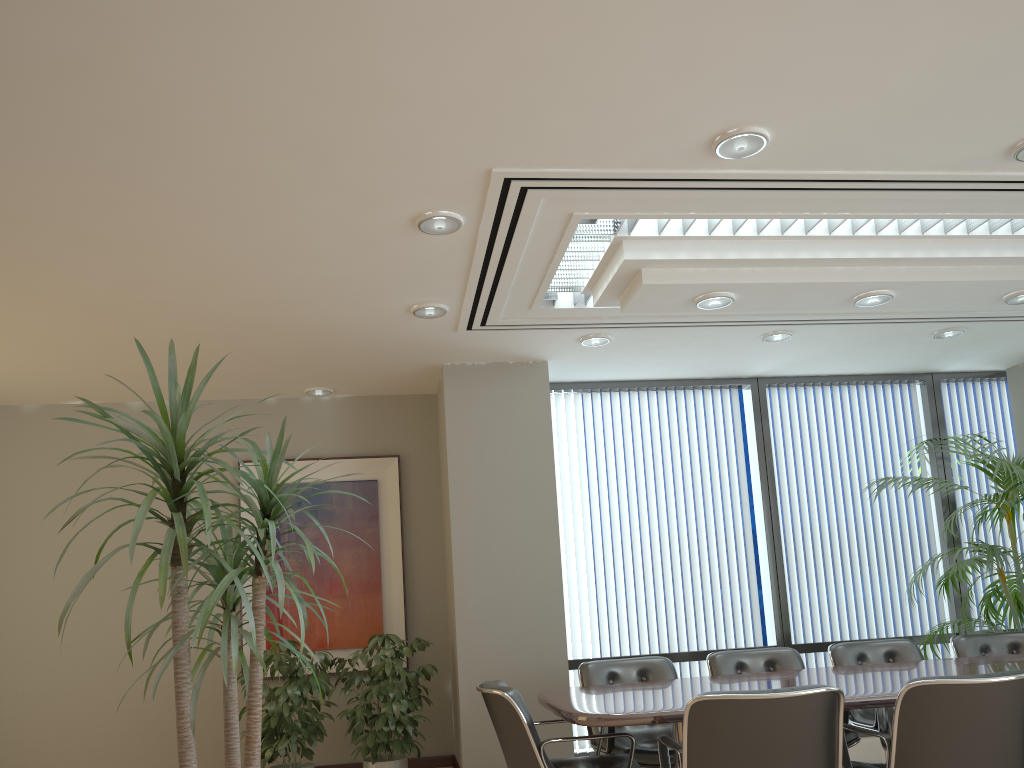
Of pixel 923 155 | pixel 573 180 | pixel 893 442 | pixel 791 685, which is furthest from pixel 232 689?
pixel 893 442

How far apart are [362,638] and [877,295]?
4.5m

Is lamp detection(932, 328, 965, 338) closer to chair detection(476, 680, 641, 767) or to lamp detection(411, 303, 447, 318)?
lamp detection(411, 303, 447, 318)

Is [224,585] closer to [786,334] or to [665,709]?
[665,709]

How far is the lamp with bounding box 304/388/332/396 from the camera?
7.1m

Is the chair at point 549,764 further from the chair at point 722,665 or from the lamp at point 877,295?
the lamp at point 877,295

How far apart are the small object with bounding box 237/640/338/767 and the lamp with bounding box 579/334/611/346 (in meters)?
2.80

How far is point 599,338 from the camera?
6.13m

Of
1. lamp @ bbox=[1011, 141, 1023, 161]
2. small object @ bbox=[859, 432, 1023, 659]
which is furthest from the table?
lamp @ bbox=[1011, 141, 1023, 161]

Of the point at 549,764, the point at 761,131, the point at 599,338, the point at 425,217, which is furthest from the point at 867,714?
the point at 425,217
